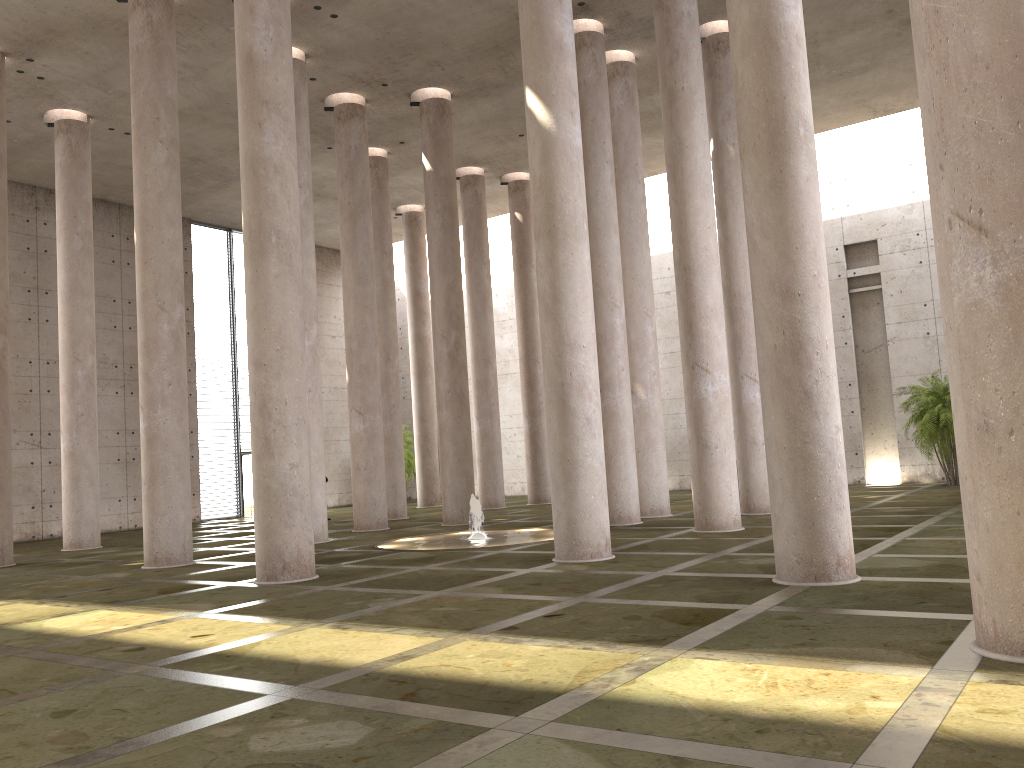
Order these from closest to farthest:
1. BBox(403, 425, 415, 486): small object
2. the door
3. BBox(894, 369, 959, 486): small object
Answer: BBox(894, 369, 959, 486): small object
the door
BBox(403, 425, 415, 486): small object

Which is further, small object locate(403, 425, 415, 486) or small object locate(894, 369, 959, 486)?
small object locate(403, 425, 415, 486)

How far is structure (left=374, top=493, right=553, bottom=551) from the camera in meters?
15.8 m

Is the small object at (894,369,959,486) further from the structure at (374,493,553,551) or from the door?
the door

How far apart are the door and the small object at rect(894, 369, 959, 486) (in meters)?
21.72

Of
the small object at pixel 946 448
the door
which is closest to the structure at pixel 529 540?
the small object at pixel 946 448

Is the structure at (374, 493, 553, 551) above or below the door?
below

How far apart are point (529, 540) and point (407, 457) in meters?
19.5 m

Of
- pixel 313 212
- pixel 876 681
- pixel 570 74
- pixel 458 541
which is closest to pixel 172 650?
pixel 876 681

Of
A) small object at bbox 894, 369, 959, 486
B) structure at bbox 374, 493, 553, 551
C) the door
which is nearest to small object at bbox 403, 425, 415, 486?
the door
